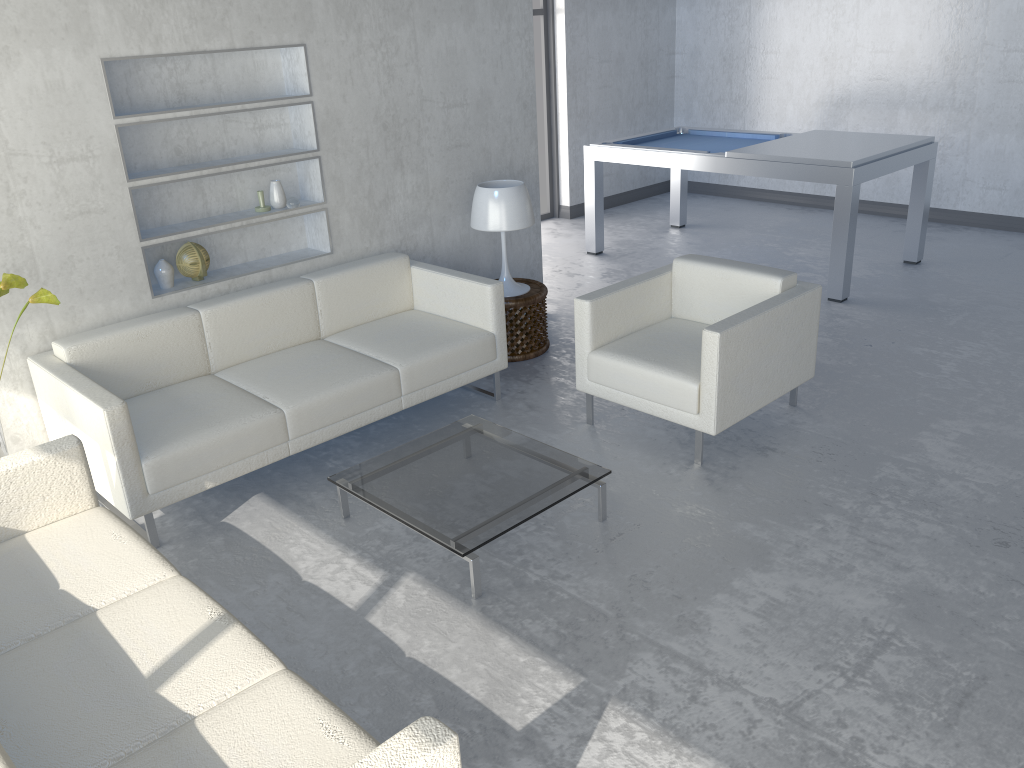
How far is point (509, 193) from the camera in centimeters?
456cm

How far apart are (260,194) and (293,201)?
0.2 meters

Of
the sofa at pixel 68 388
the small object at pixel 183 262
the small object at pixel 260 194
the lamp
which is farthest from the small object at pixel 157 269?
the lamp

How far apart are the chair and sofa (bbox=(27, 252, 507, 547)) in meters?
0.5

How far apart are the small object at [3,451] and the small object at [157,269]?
0.78m

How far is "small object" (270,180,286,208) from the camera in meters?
4.2

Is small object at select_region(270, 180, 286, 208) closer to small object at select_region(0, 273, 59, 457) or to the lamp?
the lamp

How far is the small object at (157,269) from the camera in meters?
4.0

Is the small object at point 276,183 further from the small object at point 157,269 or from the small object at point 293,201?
the small object at point 157,269

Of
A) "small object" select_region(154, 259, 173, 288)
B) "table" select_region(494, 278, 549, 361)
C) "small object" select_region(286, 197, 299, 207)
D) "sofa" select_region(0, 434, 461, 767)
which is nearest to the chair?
"table" select_region(494, 278, 549, 361)
